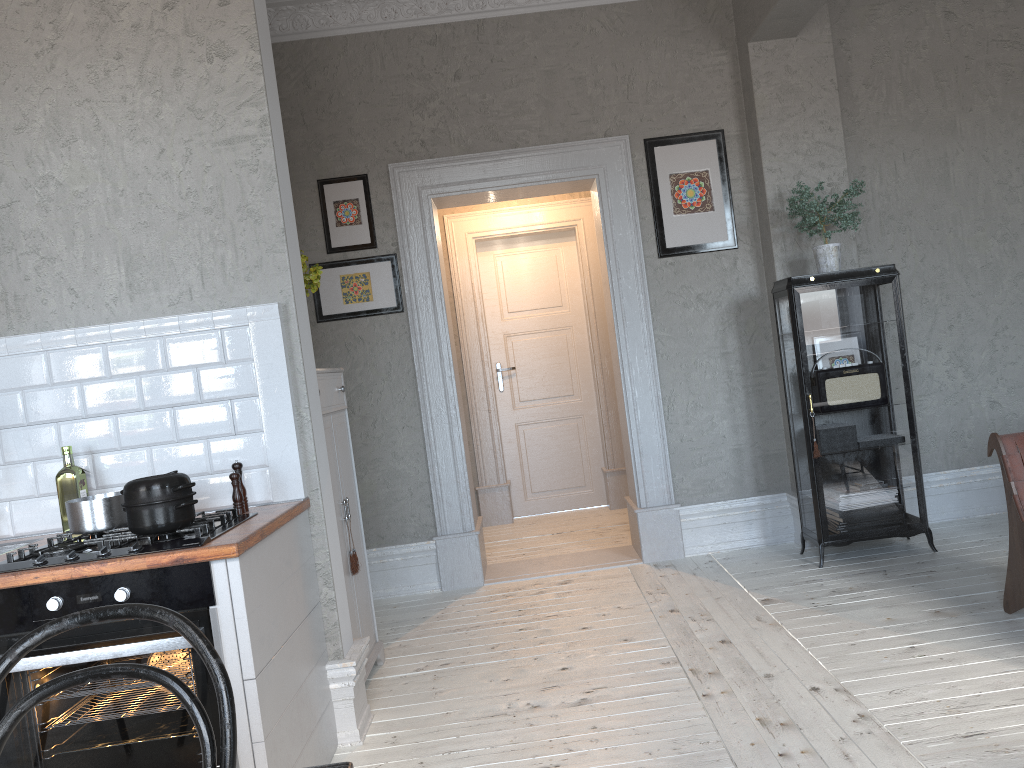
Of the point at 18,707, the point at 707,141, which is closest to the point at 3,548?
the point at 18,707

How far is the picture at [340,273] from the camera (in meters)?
4.98

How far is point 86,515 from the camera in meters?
2.6

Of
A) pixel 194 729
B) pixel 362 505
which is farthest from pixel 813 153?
pixel 194 729

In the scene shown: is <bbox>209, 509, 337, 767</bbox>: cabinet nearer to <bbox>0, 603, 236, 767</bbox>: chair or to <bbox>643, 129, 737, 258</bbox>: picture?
<bbox>0, 603, 236, 767</bbox>: chair

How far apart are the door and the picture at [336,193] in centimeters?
205cm

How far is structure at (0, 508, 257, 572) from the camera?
2.30m

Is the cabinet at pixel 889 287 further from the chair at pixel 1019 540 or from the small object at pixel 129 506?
the small object at pixel 129 506

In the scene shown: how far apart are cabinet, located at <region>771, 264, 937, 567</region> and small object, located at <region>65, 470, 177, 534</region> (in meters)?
3.14

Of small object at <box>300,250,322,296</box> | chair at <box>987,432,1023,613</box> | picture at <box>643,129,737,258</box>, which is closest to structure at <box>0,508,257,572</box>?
small object at <box>300,250,322,296</box>
